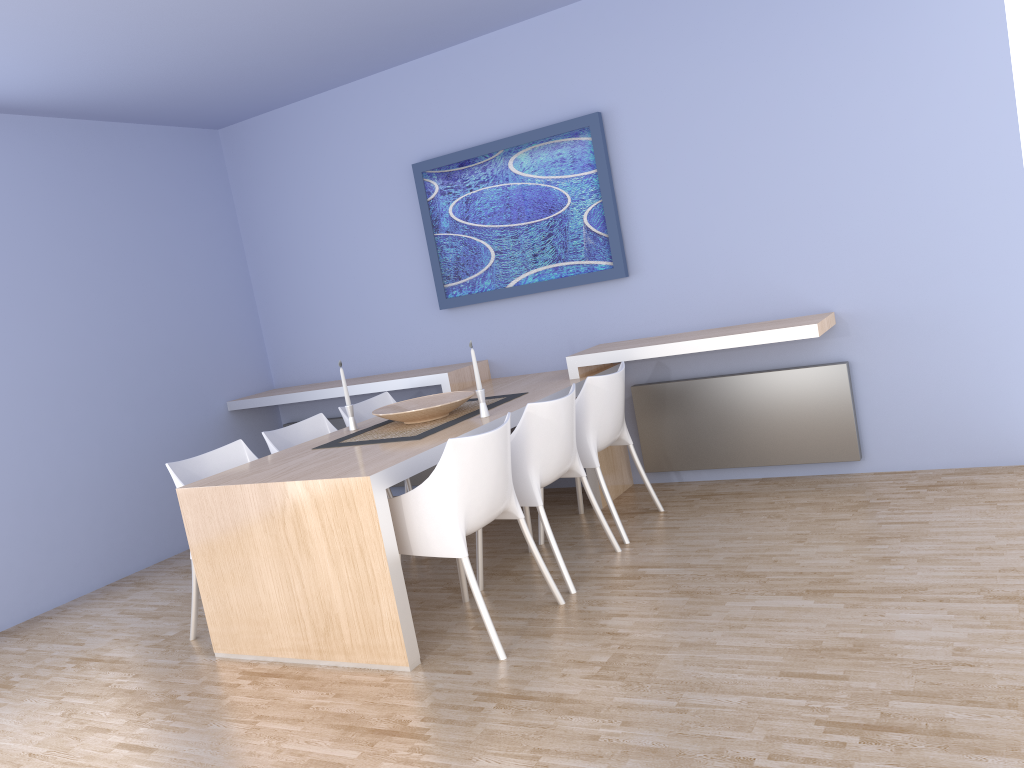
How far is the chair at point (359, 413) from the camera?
5.0 meters

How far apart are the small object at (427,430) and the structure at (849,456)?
0.9m

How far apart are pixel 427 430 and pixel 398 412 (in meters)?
0.22

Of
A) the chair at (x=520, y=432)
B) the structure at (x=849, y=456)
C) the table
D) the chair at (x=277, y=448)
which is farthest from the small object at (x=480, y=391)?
the structure at (x=849, y=456)

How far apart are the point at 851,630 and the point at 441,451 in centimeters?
158cm

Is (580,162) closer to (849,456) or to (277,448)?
(849,456)

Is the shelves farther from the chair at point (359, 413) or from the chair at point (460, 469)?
the chair at point (460, 469)

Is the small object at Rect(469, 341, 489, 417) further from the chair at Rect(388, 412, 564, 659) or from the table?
the chair at Rect(388, 412, 564, 659)

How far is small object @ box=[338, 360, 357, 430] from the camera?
4.30m

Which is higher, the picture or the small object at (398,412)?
the picture
